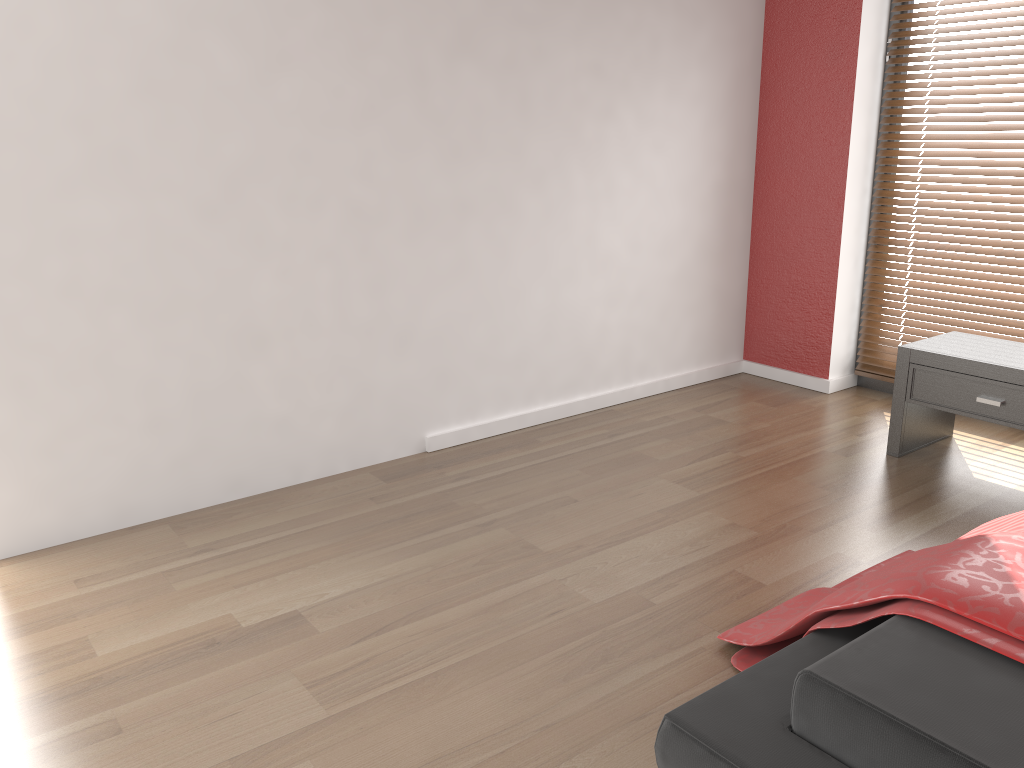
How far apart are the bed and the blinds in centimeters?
154cm

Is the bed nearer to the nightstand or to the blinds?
the nightstand

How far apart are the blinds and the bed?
1.5m

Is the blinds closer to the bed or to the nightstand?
the nightstand

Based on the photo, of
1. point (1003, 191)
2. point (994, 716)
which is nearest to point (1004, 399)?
point (1003, 191)

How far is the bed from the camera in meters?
1.4

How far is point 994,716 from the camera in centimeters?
139cm

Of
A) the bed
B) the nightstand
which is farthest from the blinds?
the bed

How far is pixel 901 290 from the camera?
4.0m

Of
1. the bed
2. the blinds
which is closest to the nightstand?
the blinds
